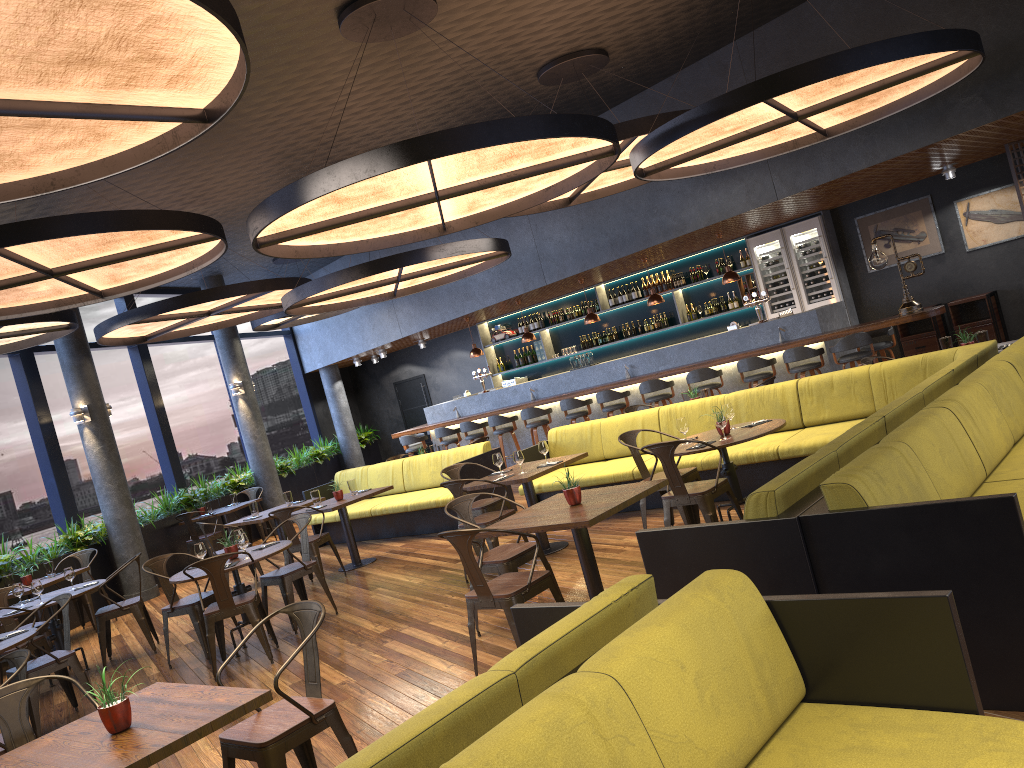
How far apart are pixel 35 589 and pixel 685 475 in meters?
5.8

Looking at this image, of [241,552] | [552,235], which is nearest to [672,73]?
[552,235]

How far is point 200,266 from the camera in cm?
826

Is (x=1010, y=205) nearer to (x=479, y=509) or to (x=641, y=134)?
(x=641, y=134)

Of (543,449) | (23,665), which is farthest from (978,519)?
(543,449)

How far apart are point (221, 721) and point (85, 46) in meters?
2.8

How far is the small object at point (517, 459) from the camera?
7.8 meters

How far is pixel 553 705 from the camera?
2.1m

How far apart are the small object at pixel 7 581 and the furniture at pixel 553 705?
9.3 meters

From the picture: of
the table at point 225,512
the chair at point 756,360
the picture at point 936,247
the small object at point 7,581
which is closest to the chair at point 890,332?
the chair at point 756,360
